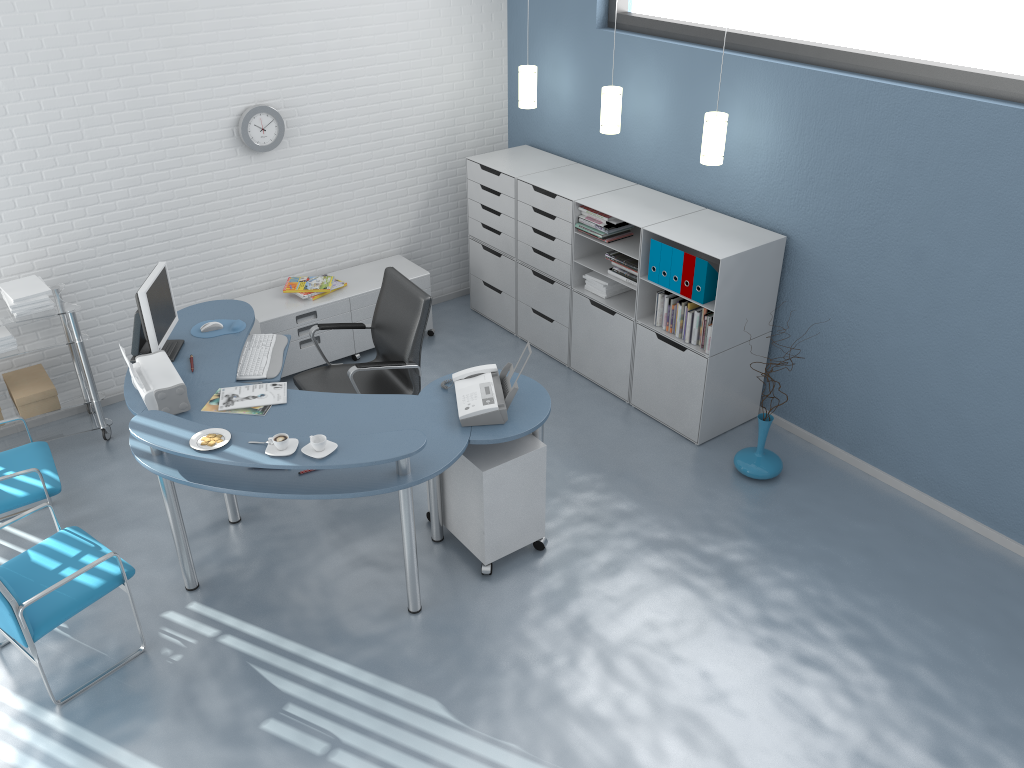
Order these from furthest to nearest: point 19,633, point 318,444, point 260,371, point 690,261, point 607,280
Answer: point 607,280 → point 690,261 → point 260,371 → point 318,444 → point 19,633

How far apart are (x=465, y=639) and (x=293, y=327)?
2.6m

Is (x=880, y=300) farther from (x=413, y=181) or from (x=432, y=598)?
(x=413, y=181)

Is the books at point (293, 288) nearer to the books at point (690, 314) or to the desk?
the desk

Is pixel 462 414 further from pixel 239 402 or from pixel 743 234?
pixel 743 234

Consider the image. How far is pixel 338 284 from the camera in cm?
578

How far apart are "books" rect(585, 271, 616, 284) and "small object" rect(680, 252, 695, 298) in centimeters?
68cm

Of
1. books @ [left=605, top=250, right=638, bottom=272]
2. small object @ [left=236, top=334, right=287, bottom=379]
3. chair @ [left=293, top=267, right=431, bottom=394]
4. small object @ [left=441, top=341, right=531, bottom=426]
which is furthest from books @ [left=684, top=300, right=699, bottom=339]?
small object @ [left=236, top=334, right=287, bottom=379]

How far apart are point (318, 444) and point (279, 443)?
0.15m

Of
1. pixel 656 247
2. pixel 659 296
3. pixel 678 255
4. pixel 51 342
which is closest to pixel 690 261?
pixel 678 255
